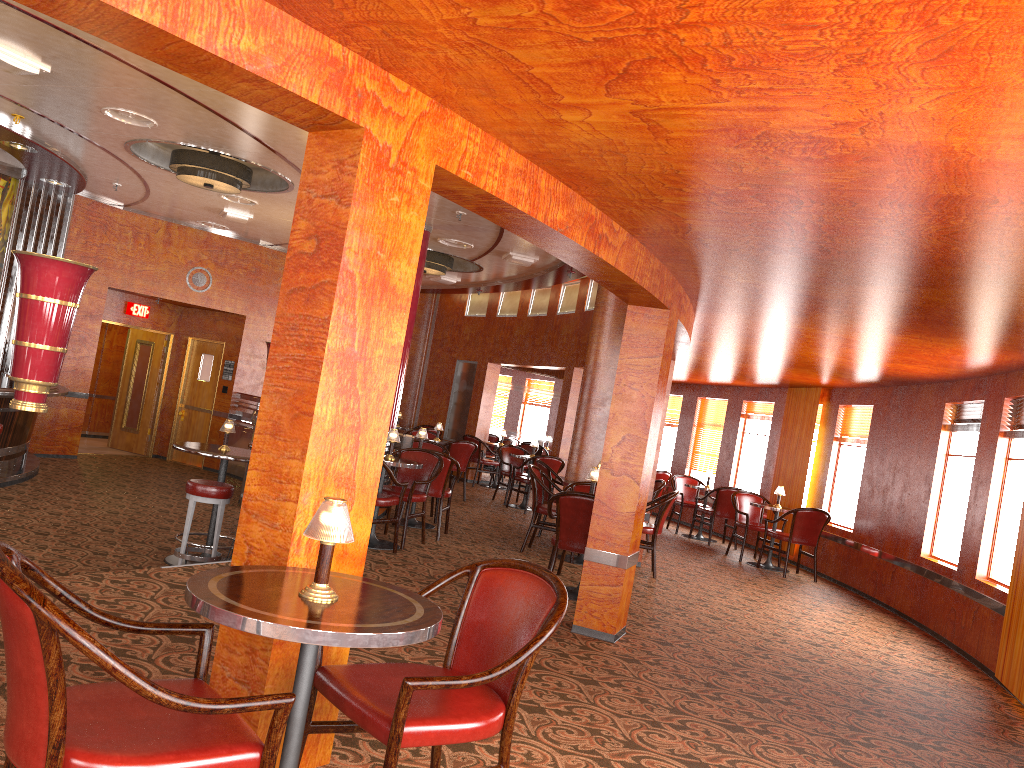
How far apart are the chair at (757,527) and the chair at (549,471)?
2.6 meters

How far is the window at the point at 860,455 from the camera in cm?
1016

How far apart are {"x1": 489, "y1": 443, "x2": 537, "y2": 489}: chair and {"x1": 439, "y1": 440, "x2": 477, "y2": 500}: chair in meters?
3.6 m

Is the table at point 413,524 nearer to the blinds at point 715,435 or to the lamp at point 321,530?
the blinds at point 715,435

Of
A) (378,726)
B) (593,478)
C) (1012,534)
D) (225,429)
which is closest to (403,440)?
(225,429)

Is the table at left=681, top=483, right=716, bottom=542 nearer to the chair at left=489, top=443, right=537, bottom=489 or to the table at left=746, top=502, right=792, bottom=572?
the table at left=746, top=502, right=792, bottom=572

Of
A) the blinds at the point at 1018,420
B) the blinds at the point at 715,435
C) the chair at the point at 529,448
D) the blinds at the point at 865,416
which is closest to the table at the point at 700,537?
the blinds at the point at 715,435

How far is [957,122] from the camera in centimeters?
242cm

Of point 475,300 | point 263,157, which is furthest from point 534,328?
point 263,157

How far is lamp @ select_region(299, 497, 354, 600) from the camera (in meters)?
2.19
